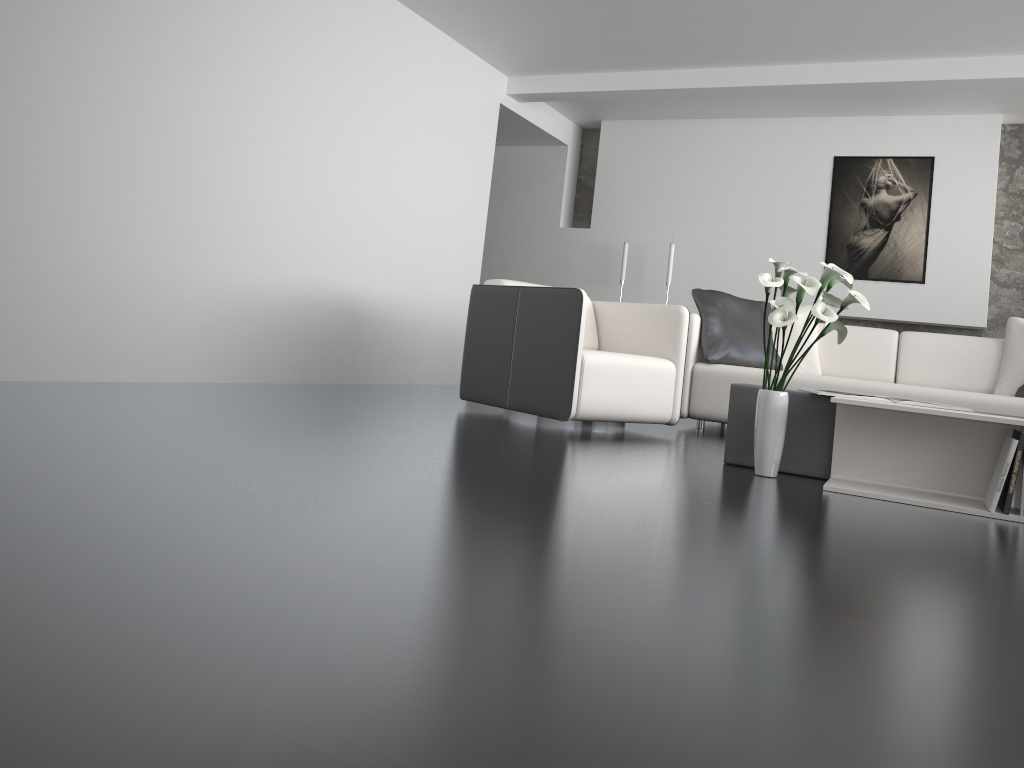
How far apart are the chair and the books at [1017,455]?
1.71m

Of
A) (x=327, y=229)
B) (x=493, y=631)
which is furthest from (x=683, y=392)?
(x=493, y=631)

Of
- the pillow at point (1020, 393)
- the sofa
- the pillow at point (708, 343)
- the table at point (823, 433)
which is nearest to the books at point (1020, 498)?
the table at point (823, 433)

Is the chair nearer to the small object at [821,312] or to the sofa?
the sofa

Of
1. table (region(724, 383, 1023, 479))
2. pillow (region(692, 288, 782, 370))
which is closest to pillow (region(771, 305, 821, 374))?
pillow (region(692, 288, 782, 370))

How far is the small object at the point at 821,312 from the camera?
3.0 meters

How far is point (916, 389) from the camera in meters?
4.6

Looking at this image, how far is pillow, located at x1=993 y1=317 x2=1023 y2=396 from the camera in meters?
4.8

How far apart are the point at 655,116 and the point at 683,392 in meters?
3.5 m

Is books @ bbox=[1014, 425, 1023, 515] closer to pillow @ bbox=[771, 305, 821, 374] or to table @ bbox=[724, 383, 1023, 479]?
table @ bbox=[724, 383, 1023, 479]
